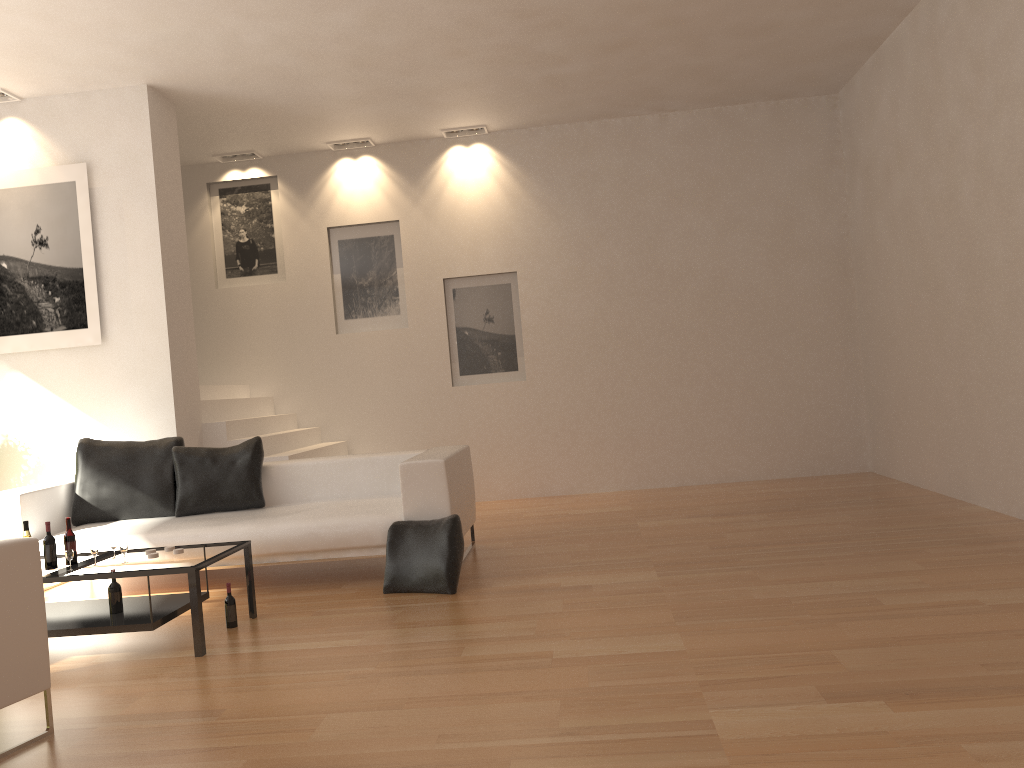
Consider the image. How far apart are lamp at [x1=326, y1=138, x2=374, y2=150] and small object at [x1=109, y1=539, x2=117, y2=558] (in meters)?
5.44

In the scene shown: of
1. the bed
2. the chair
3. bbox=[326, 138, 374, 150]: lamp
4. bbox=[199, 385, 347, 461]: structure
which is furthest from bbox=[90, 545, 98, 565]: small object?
bbox=[326, 138, 374, 150]: lamp

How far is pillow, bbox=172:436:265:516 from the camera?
6.2 meters

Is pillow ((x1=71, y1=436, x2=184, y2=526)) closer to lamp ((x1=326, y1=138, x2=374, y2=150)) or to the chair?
the chair

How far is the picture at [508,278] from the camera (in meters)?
9.11

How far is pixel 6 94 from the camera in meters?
6.9 m

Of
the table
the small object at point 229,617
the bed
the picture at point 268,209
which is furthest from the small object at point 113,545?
the picture at point 268,209

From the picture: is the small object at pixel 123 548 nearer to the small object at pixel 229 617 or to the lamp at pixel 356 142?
the small object at pixel 229 617

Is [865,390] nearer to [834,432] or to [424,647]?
[834,432]

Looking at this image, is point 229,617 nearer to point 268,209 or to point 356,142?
point 268,209
